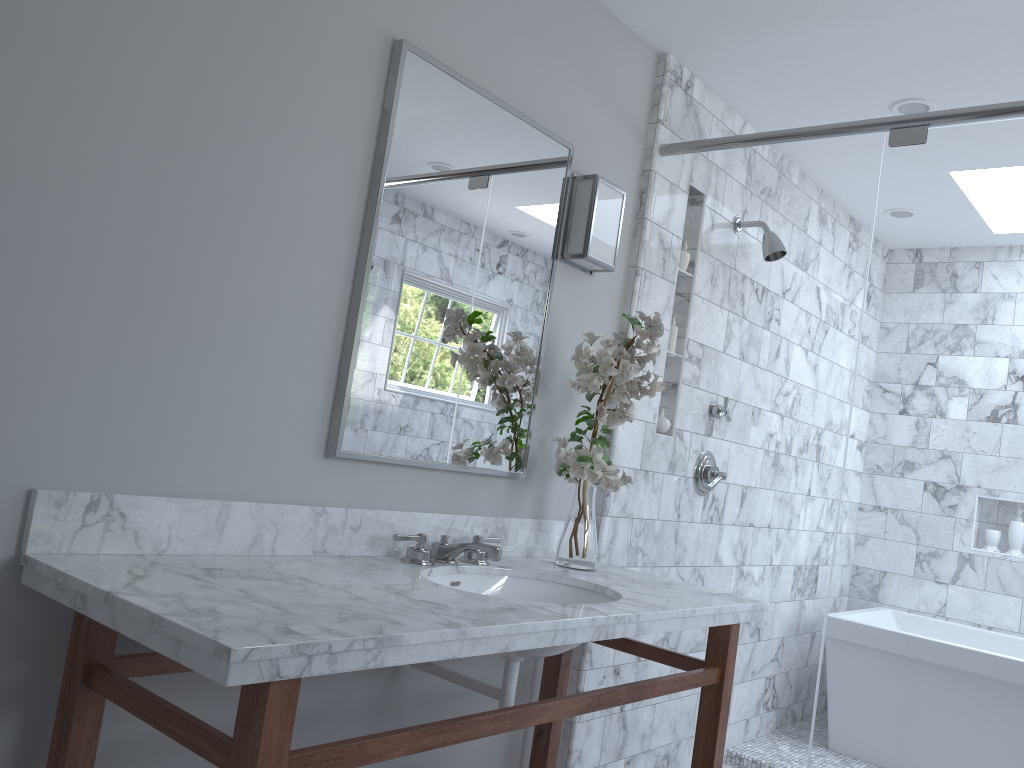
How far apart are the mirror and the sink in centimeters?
28cm

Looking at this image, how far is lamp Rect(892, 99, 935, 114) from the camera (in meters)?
3.01

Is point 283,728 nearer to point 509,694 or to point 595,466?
Result: point 509,694

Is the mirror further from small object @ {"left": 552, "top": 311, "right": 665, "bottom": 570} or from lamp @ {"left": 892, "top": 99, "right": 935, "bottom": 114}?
lamp @ {"left": 892, "top": 99, "right": 935, "bottom": 114}

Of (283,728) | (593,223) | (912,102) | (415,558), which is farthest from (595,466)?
(912,102)

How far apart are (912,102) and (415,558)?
2.3 meters

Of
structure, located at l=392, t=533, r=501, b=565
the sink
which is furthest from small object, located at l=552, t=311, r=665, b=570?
structure, located at l=392, t=533, r=501, b=565

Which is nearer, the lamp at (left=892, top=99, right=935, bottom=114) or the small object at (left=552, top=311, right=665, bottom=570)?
the small object at (left=552, top=311, right=665, bottom=570)

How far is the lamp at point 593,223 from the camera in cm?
257

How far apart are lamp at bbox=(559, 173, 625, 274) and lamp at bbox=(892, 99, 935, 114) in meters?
1.1
